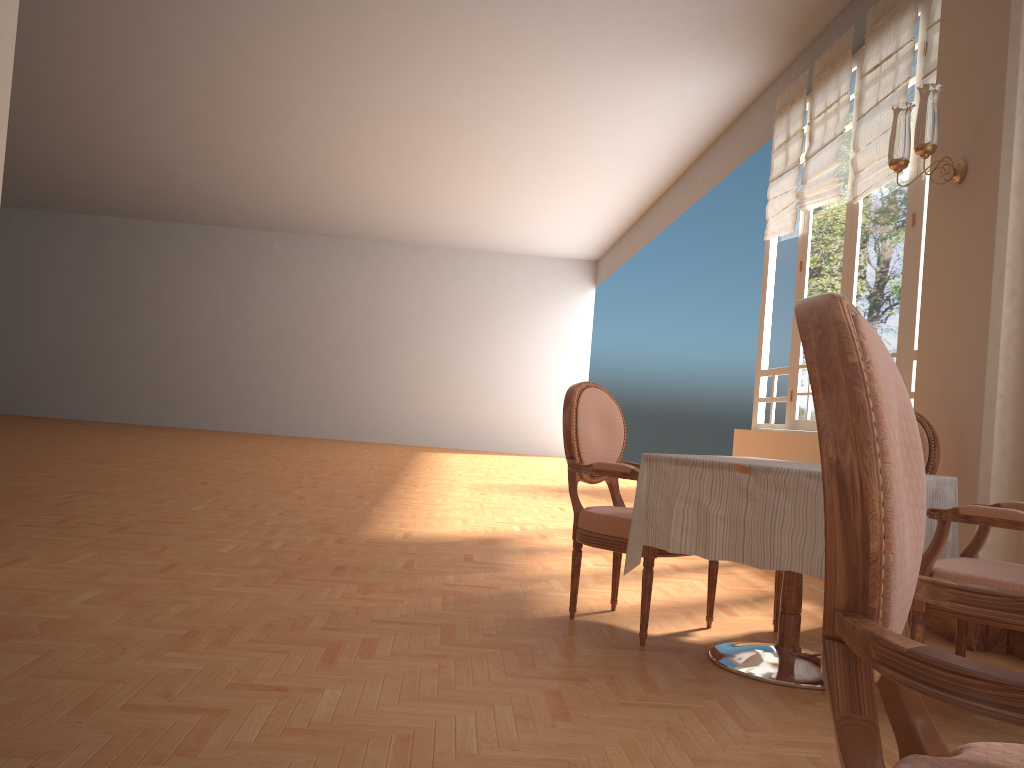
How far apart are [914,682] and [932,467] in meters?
3.1 m

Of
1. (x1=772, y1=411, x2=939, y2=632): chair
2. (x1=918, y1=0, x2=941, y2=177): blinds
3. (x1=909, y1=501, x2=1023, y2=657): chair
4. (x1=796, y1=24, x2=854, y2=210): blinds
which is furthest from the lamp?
(x1=796, y1=24, x2=854, y2=210): blinds

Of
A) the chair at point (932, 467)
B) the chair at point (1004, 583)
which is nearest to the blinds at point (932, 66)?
the chair at point (932, 467)

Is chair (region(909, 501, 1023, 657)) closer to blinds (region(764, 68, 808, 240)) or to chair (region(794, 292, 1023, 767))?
chair (region(794, 292, 1023, 767))

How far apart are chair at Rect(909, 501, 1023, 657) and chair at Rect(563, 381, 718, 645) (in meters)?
0.87

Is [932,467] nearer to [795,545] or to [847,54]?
[795,545]

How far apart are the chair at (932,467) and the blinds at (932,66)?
2.4m

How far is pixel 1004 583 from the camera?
2.4m

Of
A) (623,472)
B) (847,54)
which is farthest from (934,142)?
(847,54)

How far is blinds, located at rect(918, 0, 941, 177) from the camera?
5.0 meters
